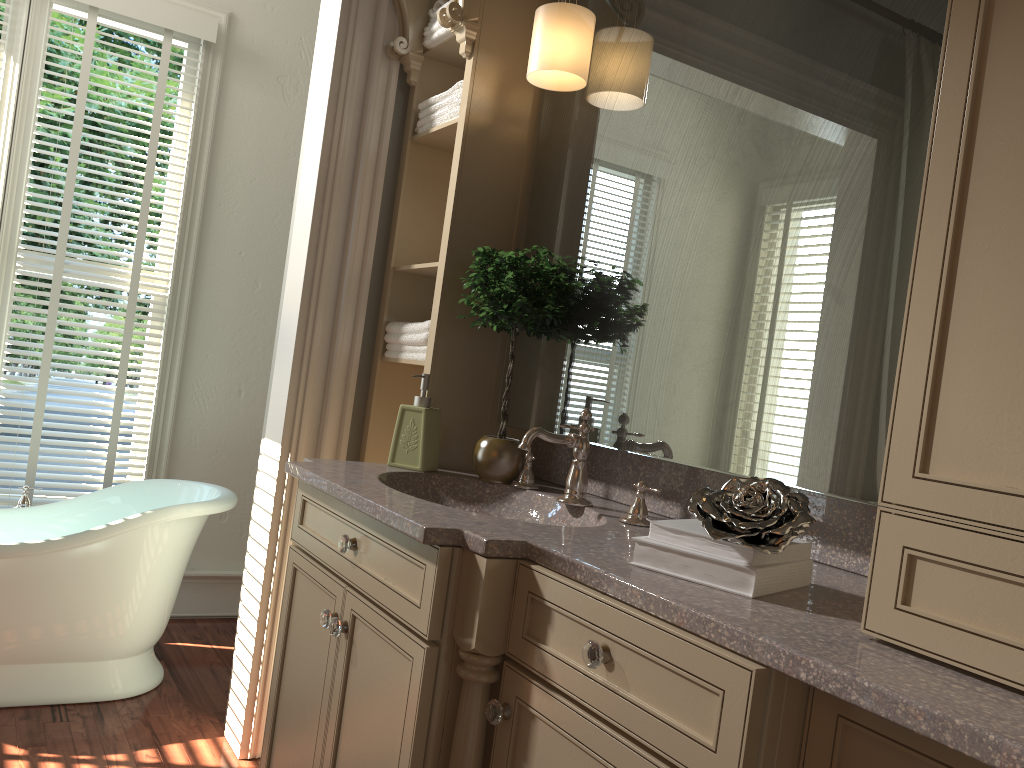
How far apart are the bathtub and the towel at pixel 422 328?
0.8 meters

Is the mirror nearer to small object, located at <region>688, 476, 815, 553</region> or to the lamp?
the lamp

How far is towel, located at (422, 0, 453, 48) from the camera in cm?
240

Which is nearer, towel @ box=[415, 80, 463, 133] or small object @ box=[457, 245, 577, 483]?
small object @ box=[457, 245, 577, 483]

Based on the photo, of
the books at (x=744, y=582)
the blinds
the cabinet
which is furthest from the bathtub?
the books at (x=744, y=582)

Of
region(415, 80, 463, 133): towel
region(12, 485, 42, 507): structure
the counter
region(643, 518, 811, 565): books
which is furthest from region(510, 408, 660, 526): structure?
region(12, 485, 42, 507): structure

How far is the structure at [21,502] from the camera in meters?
3.1

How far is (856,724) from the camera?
0.96m

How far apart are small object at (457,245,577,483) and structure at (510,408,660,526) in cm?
2

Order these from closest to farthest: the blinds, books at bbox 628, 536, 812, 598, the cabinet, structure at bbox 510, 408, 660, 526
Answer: the cabinet → books at bbox 628, 536, 812, 598 → structure at bbox 510, 408, 660, 526 → the blinds
